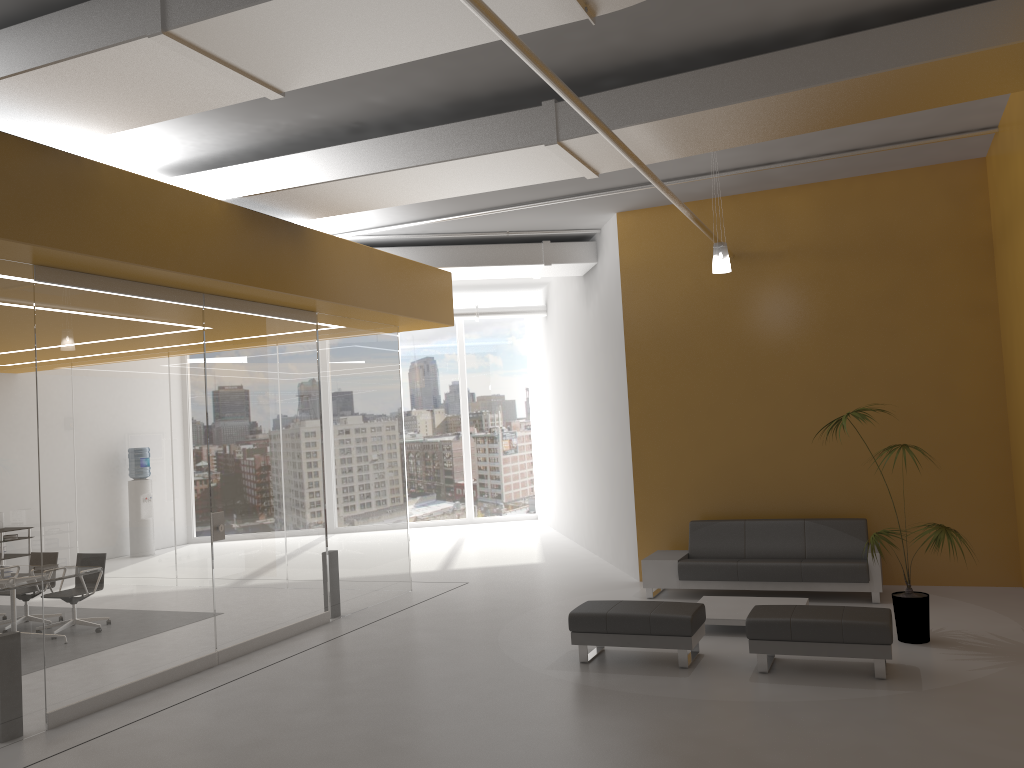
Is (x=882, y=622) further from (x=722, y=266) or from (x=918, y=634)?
(x=722, y=266)

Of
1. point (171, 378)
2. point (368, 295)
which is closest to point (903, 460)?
point (368, 295)

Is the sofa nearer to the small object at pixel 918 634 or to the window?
the small object at pixel 918 634

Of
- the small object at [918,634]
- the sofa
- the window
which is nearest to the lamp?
the small object at [918,634]

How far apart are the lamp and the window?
10.70m

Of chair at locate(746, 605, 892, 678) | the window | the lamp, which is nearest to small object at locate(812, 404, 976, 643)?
chair at locate(746, 605, 892, 678)

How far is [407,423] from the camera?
18.46m

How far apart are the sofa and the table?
0.6 meters

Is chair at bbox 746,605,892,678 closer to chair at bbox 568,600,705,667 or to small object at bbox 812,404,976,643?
chair at bbox 568,600,705,667

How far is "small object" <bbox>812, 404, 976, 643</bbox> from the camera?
7.1 meters
